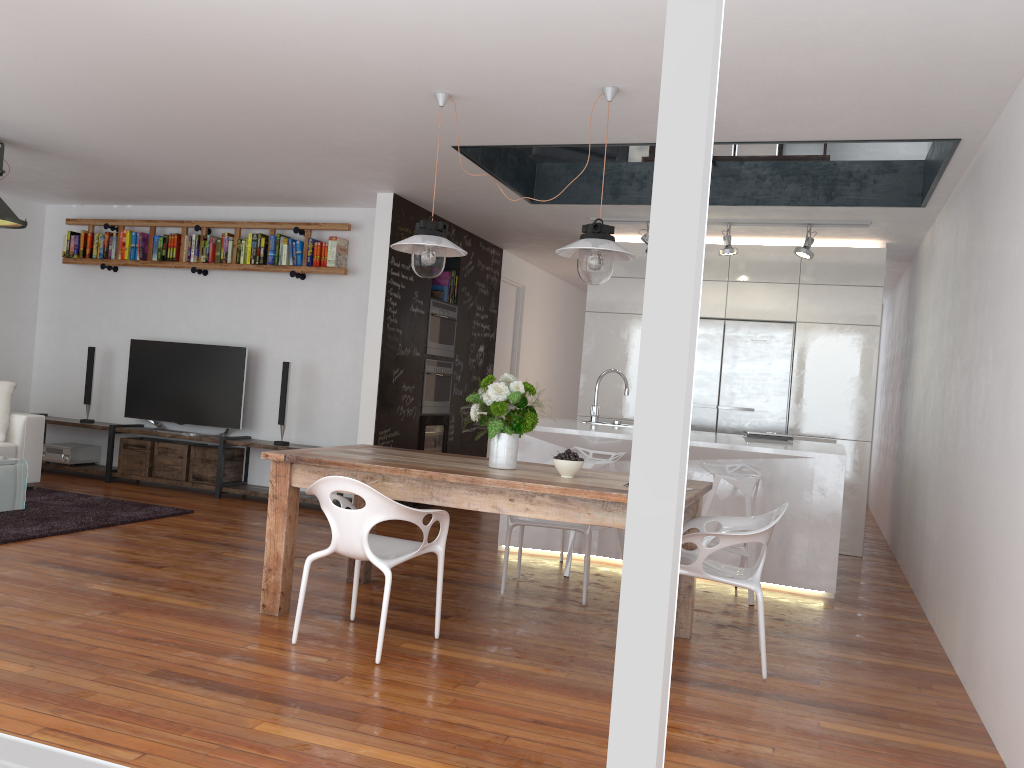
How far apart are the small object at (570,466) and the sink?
2.4m

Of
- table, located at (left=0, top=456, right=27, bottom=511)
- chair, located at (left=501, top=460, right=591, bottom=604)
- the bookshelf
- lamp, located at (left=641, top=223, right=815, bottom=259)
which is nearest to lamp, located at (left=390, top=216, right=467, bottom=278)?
chair, located at (left=501, top=460, right=591, bottom=604)

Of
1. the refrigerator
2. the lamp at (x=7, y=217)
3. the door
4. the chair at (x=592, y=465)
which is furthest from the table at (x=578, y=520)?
the door

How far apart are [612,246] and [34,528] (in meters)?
3.97

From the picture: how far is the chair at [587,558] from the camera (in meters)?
4.65

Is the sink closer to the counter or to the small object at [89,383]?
the counter

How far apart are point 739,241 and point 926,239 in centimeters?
146cm

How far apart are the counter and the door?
3.2m

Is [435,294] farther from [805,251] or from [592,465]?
[805,251]

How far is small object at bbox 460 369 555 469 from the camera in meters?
4.0
